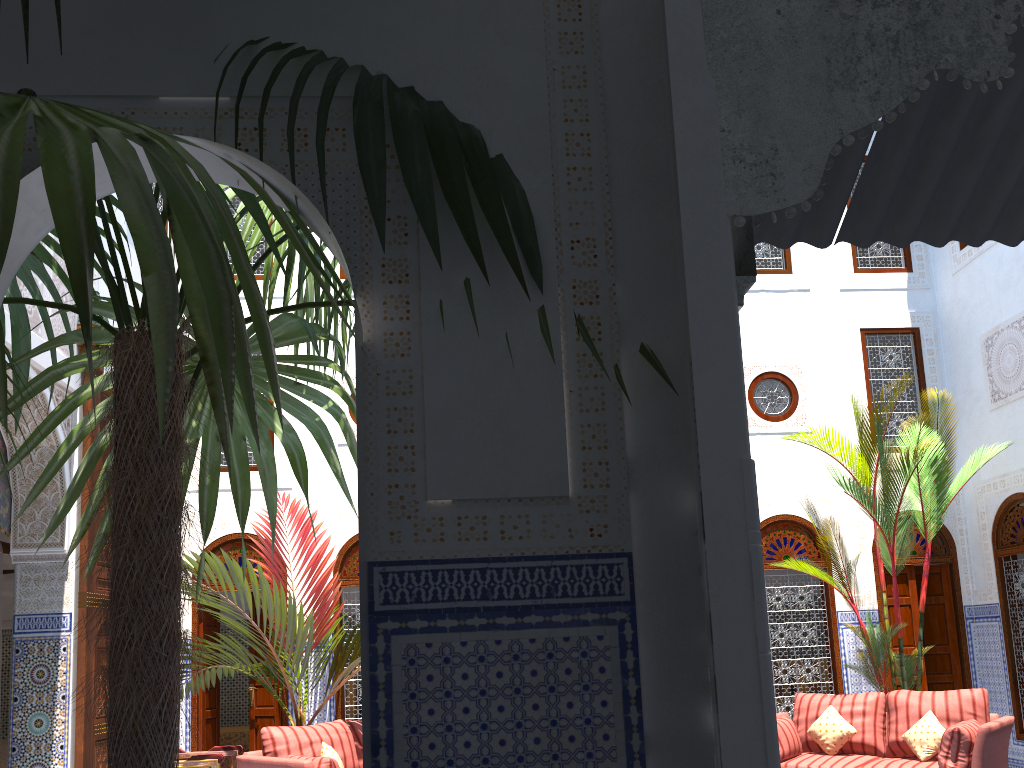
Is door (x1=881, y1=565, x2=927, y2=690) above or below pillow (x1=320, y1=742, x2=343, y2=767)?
above

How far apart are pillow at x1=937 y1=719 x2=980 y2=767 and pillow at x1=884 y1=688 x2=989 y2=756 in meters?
0.2

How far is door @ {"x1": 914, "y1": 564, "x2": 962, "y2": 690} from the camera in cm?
622

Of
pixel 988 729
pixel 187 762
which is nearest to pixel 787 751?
pixel 988 729

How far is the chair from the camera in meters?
4.6

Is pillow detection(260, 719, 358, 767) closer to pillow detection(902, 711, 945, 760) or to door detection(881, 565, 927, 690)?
pillow detection(902, 711, 945, 760)

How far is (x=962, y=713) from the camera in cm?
465

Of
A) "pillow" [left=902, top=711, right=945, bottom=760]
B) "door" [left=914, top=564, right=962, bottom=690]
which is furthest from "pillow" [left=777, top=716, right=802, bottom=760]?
"door" [left=914, top=564, right=962, bottom=690]

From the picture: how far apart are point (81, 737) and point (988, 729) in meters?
4.3 m

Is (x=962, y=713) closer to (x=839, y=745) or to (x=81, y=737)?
(x=839, y=745)
